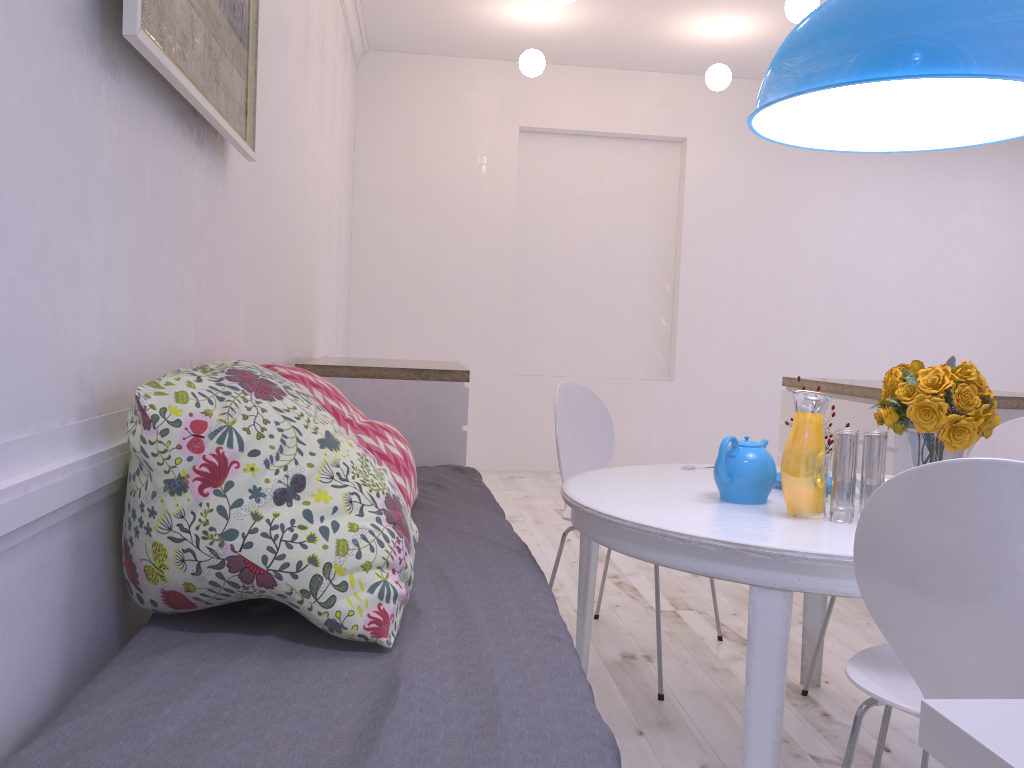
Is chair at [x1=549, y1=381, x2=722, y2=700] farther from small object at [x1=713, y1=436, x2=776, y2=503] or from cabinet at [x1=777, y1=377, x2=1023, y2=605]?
cabinet at [x1=777, y1=377, x2=1023, y2=605]

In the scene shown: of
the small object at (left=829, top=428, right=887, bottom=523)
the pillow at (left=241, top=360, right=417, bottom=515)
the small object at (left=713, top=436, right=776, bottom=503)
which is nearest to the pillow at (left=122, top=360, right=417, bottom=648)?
the pillow at (left=241, top=360, right=417, bottom=515)

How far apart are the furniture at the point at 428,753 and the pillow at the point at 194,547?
0.0m

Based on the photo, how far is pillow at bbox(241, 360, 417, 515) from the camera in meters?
2.1

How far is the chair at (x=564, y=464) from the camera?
2.8m

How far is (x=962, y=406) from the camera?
1.7 meters

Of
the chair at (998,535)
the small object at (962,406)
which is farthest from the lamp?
the chair at (998,535)

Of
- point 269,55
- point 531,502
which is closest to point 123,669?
point 269,55

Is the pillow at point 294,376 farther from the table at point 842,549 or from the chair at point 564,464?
the chair at point 564,464

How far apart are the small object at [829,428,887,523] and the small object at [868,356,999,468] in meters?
0.0
